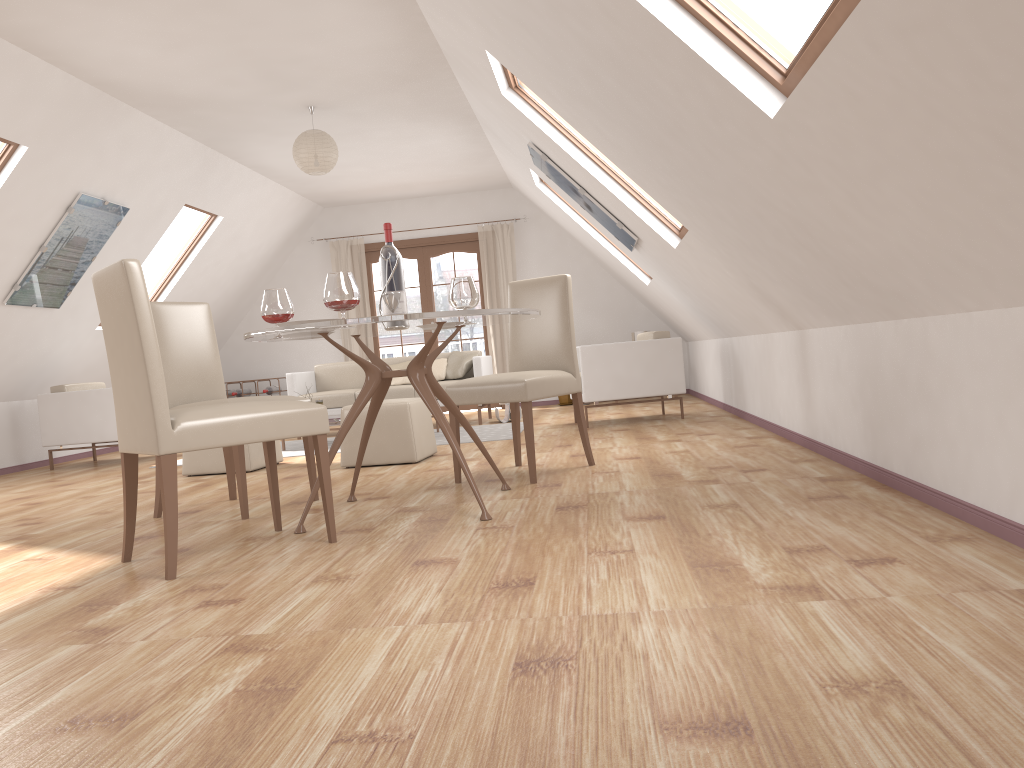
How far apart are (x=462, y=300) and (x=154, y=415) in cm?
144

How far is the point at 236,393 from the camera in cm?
1032

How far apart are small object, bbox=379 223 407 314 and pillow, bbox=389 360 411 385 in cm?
508

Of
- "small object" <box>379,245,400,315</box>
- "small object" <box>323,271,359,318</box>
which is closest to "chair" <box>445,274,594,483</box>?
"small object" <box>379,245,400,315</box>

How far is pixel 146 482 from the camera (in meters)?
5.70

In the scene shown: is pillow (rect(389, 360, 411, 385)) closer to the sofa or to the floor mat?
the sofa

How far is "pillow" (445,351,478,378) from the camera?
8.48m

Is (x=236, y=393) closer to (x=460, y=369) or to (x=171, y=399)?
(x=460, y=369)

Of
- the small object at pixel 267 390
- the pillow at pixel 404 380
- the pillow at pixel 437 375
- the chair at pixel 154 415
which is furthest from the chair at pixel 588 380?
the small object at pixel 267 390

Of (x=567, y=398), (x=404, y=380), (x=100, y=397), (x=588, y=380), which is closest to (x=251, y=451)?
(x=100, y=397)
